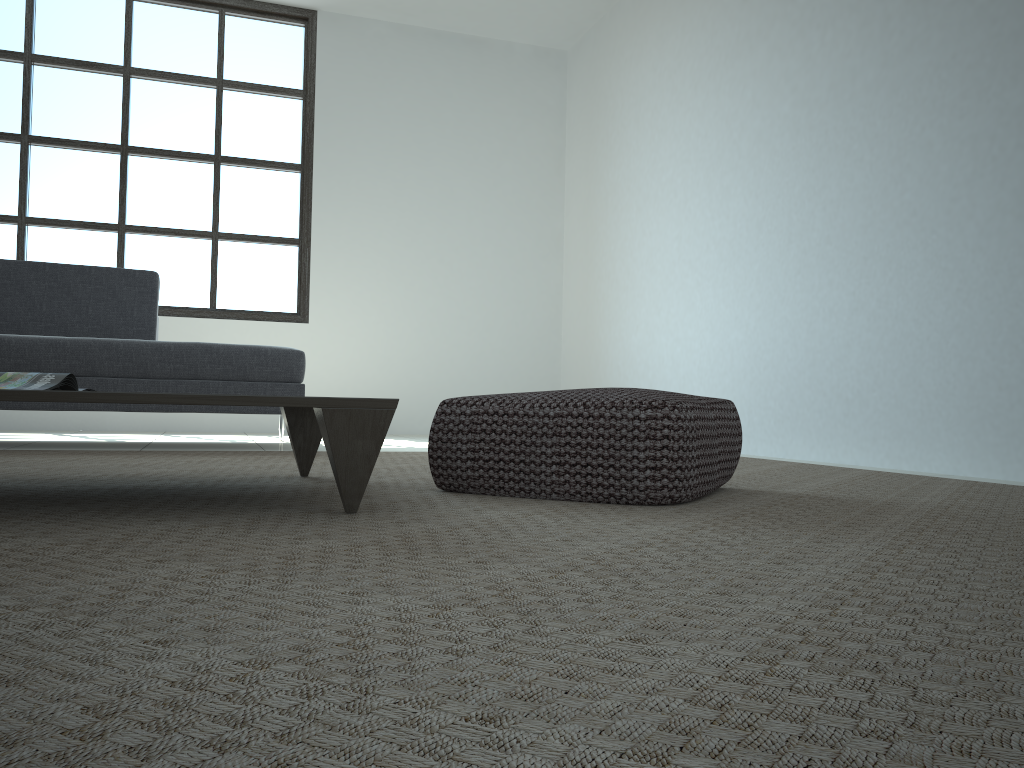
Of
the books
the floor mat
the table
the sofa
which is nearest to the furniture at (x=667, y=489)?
the floor mat

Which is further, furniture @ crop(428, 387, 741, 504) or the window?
the window

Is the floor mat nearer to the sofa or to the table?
the table

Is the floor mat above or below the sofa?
below

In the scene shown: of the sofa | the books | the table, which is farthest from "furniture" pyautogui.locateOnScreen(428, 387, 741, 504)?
the sofa

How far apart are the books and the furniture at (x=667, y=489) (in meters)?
0.83

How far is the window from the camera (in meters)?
5.77

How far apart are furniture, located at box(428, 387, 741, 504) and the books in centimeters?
83cm

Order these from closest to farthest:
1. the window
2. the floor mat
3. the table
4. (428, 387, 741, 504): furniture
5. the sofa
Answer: the floor mat, the table, (428, 387, 741, 504): furniture, the sofa, the window

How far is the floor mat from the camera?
0.56m
